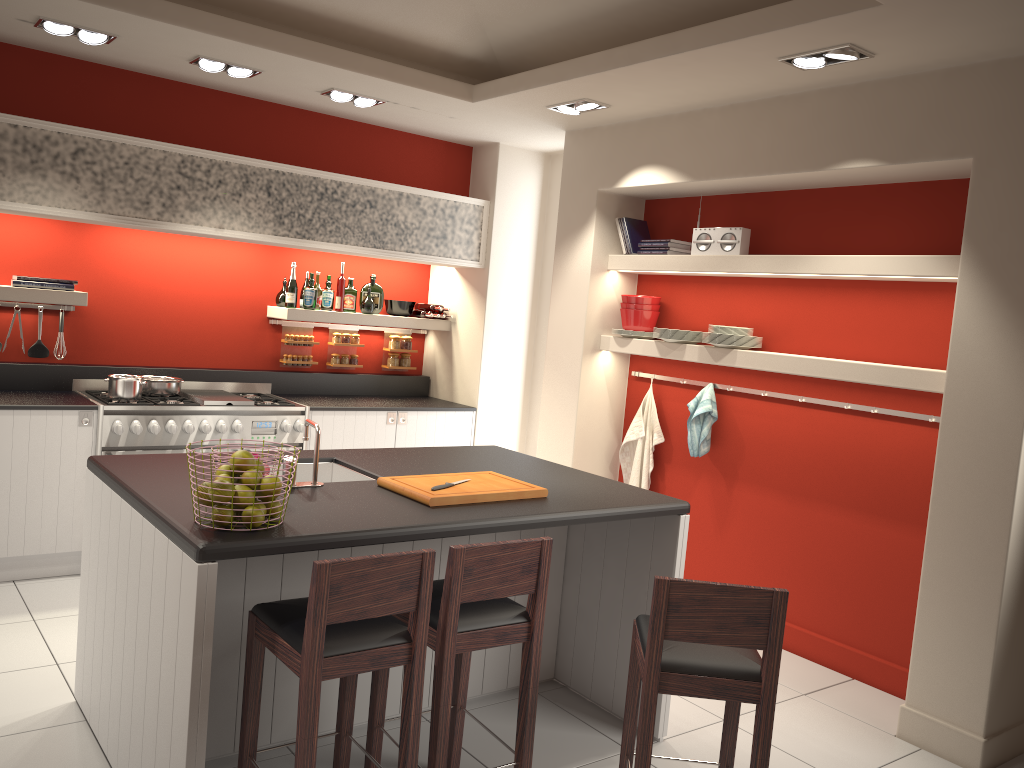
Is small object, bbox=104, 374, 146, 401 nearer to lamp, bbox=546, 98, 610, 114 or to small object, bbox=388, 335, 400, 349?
small object, bbox=388, 335, 400, 349

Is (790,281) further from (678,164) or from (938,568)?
(938,568)

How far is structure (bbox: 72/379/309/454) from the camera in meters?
5.2 m

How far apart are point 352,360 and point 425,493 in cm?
375

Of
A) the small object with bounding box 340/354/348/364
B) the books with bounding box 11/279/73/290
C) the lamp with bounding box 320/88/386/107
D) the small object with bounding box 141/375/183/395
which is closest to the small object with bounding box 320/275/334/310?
the small object with bounding box 340/354/348/364

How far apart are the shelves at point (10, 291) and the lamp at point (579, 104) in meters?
3.1 m

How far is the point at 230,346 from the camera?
6.4 meters

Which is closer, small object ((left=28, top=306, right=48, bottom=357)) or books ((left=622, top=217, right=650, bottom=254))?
small object ((left=28, top=306, right=48, bottom=357))

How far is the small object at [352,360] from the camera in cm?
685

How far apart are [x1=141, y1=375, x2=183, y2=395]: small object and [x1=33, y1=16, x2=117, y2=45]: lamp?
2.0 meters
